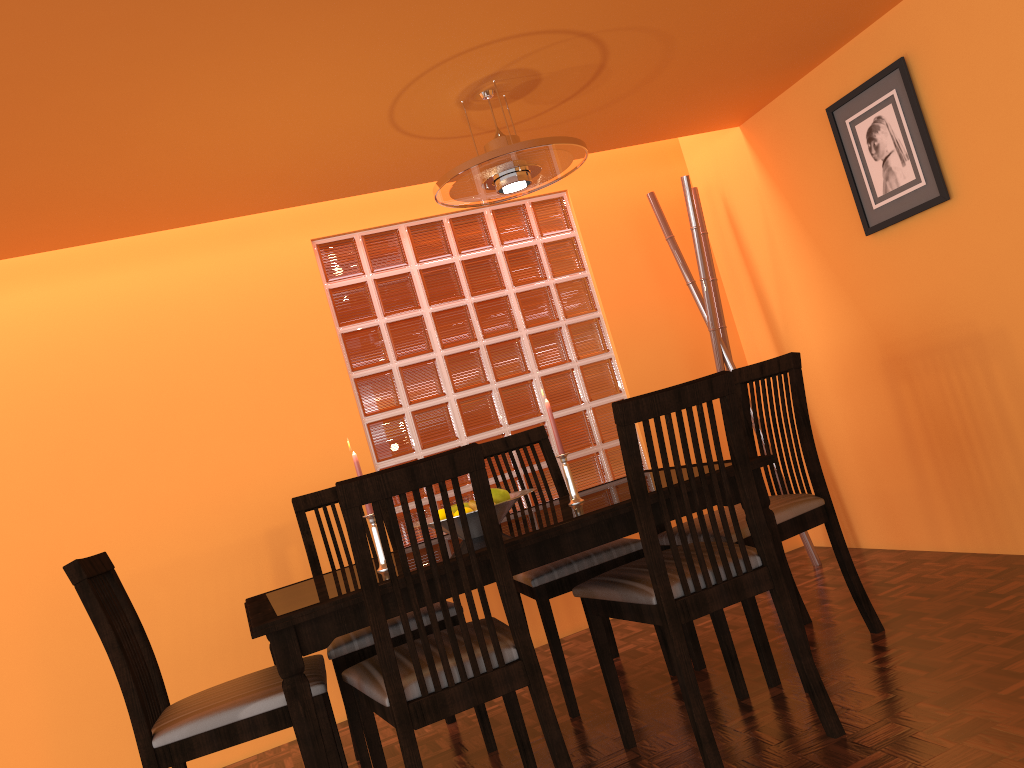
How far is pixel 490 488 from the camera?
1.7 meters

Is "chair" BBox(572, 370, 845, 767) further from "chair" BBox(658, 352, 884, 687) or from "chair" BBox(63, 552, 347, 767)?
"chair" BBox(63, 552, 347, 767)

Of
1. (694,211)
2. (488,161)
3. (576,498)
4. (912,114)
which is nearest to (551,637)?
(576,498)

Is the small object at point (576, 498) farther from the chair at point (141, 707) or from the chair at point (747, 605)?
the chair at point (141, 707)

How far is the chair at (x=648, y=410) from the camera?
1.80m

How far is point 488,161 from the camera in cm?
222

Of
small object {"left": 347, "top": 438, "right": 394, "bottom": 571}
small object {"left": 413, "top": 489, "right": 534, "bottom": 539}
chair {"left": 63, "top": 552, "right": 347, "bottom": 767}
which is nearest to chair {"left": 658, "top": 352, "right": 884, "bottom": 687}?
small object {"left": 413, "top": 489, "right": 534, "bottom": 539}

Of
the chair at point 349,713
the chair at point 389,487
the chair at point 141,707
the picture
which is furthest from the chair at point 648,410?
the picture

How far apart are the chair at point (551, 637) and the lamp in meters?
0.8 m

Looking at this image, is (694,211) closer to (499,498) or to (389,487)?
(499,498)
